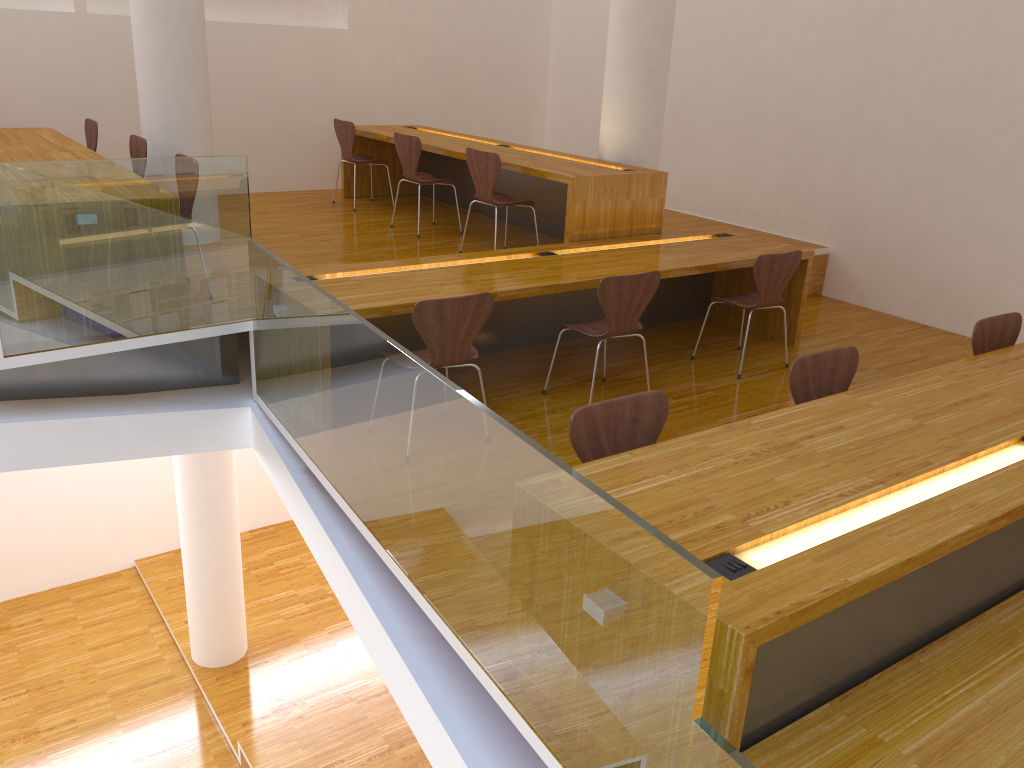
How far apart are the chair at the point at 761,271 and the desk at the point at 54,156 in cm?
363

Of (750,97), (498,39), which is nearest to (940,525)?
(750,97)

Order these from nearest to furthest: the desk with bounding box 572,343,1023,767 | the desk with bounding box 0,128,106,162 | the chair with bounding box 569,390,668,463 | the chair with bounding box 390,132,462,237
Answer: the desk with bounding box 572,343,1023,767 → the chair with bounding box 569,390,668,463 → the desk with bounding box 0,128,106,162 → the chair with bounding box 390,132,462,237

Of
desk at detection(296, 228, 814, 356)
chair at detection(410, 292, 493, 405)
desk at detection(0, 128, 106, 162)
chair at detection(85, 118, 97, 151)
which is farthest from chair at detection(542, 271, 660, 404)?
chair at detection(85, 118, 97, 151)

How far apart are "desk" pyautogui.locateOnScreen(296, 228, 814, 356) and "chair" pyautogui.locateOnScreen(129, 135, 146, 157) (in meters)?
1.67

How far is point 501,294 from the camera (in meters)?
4.12

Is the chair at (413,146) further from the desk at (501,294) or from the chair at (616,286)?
the chair at (616,286)

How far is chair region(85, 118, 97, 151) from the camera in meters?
6.0

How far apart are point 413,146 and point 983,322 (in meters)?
3.87

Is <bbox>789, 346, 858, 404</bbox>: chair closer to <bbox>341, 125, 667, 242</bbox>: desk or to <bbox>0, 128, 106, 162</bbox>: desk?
<bbox>341, 125, 667, 242</bbox>: desk
